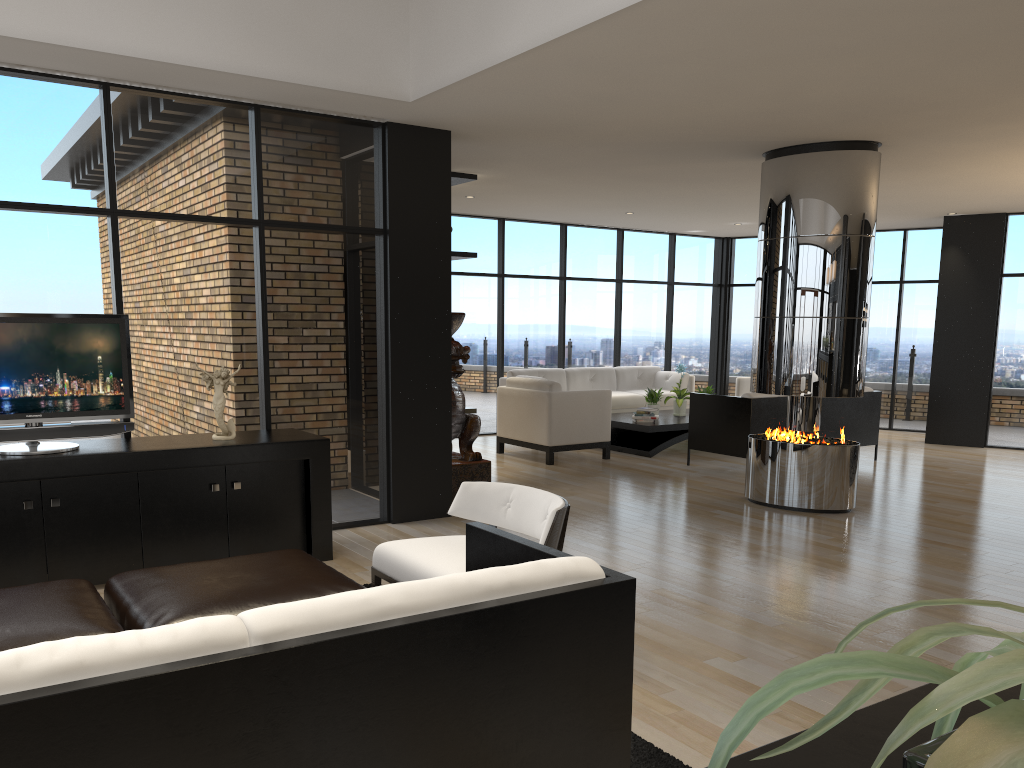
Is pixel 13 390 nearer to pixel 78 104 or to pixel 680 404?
pixel 78 104

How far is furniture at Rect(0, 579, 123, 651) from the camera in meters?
2.7

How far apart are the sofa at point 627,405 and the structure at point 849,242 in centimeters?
417cm

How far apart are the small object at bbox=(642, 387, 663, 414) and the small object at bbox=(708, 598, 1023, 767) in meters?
9.8

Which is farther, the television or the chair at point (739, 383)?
the chair at point (739, 383)

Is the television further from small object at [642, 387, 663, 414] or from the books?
small object at [642, 387, 663, 414]

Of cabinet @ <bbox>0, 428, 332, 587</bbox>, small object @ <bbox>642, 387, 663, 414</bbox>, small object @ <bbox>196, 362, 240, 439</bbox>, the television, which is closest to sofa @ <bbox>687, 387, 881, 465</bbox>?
small object @ <bbox>642, 387, 663, 414</bbox>

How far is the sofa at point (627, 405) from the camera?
11.5 meters

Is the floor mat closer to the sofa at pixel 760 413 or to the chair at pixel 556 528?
the chair at pixel 556 528

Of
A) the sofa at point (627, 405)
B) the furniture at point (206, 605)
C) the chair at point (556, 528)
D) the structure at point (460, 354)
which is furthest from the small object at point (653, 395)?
the furniture at point (206, 605)
